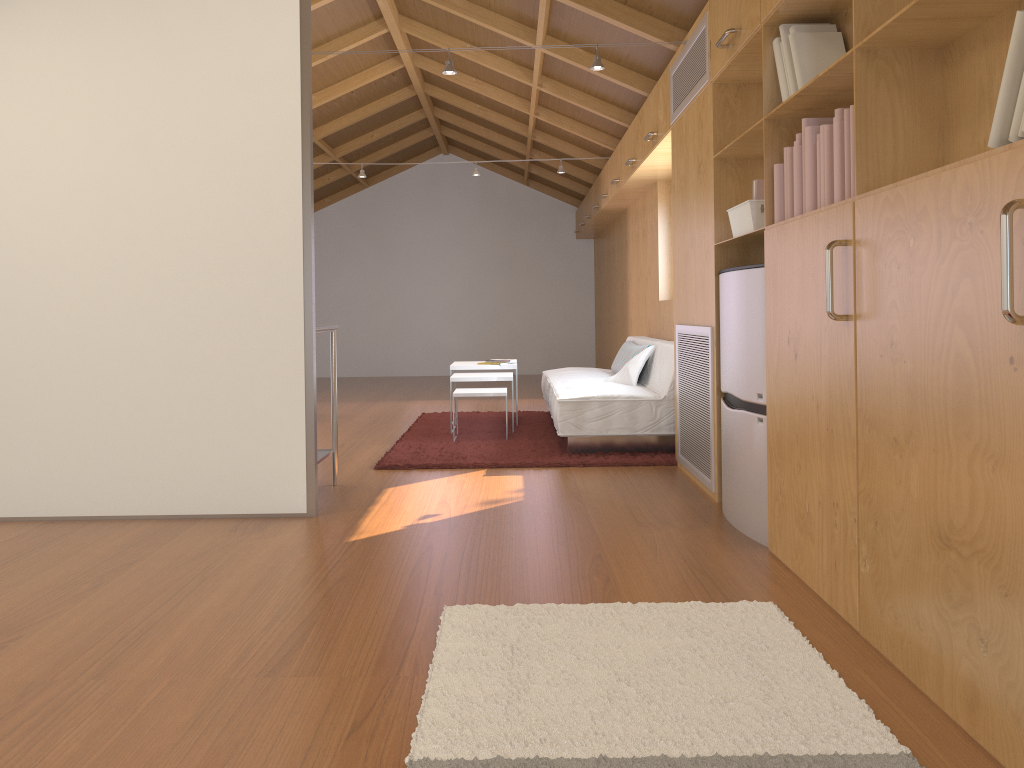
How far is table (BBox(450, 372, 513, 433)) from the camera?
6.0m

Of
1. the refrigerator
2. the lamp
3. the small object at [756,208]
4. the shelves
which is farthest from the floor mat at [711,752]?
the lamp

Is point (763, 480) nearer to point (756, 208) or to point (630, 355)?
point (756, 208)

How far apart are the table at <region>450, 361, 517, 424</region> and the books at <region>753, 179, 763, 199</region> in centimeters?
333cm

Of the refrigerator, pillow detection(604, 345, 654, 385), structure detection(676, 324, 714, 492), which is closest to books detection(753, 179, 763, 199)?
the refrigerator

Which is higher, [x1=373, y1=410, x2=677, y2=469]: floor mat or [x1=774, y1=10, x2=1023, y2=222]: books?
[x1=774, y1=10, x2=1023, y2=222]: books

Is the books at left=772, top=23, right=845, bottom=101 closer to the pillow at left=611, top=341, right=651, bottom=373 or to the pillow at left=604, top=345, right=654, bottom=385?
the pillow at left=604, top=345, right=654, bottom=385

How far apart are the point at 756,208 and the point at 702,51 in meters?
1.0 m

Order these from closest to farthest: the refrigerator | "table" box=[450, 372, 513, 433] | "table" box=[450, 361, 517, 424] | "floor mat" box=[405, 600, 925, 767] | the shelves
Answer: "floor mat" box=[405, 600, 925, 767] → the refrigerator → the shelves → "table" box=[450, 372, 513, 433] → "table" box=[450, 361, 517, 424]

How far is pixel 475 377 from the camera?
Answer: 5.96m
